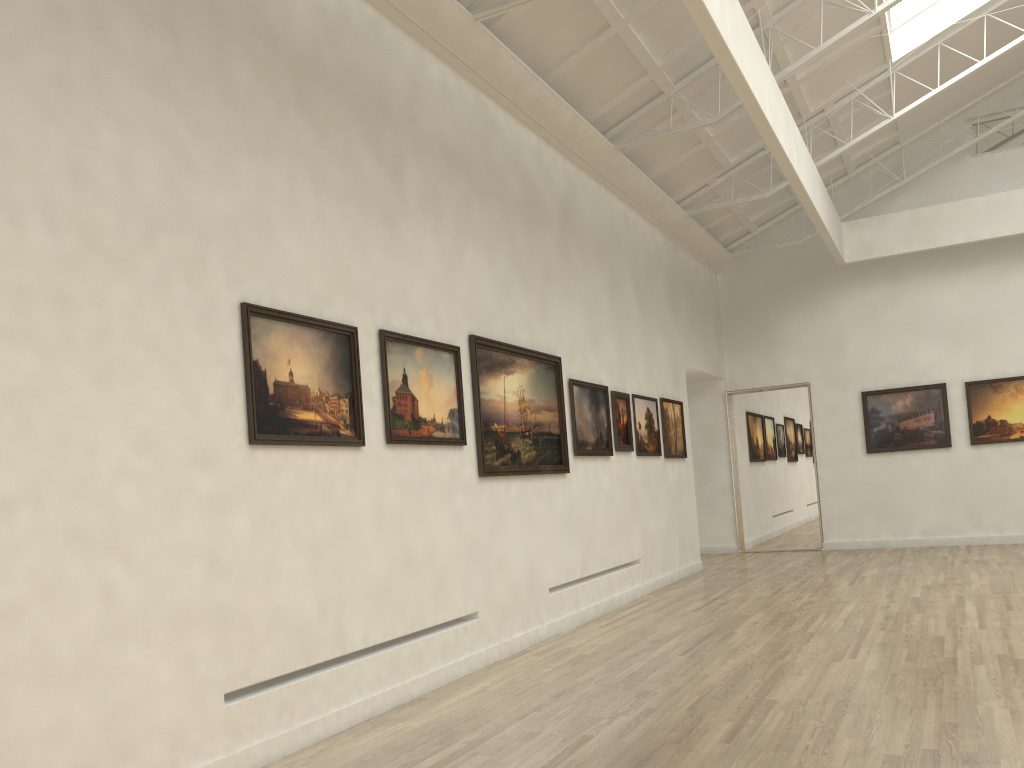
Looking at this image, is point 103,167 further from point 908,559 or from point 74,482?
point 908,559
